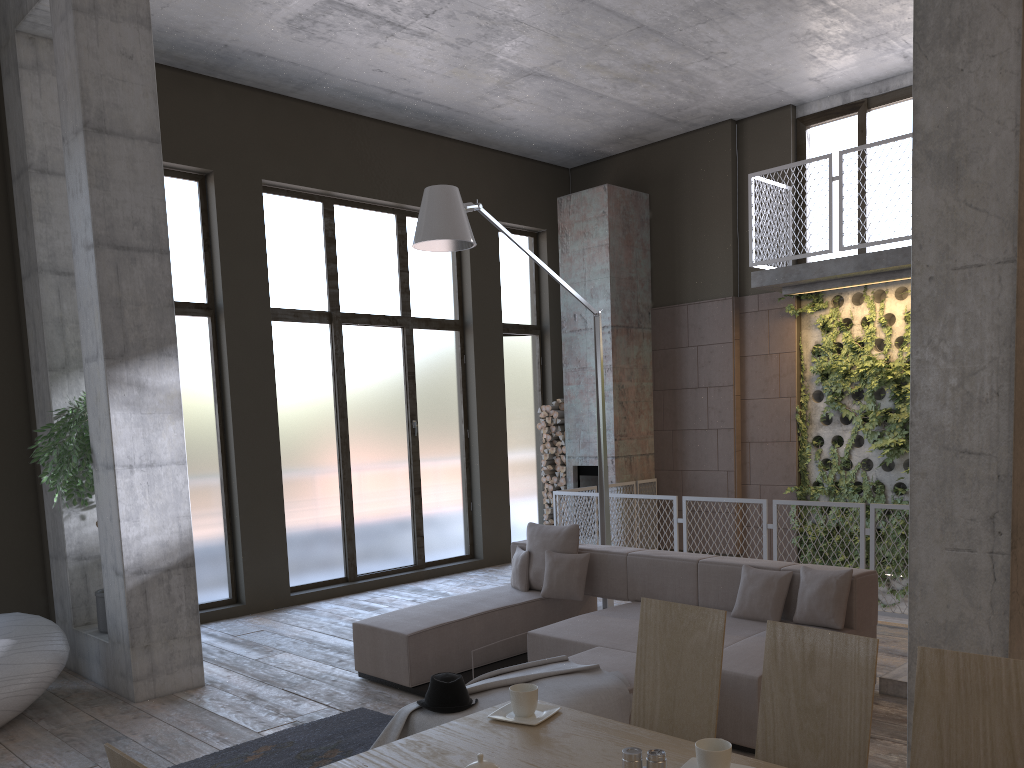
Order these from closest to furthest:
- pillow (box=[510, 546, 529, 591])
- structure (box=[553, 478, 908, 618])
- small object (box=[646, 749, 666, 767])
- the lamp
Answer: small object (box=[646, 749, 666, 767]) → the lamp → pillow (box=[510, 546, 529, 591]) → structure (box=[553, 478, 908, 618])

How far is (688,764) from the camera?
2.2m

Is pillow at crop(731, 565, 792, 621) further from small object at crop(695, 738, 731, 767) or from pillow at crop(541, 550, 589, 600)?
small object at crop(695, 738, 731, 767)

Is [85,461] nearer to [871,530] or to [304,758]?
[304,758]

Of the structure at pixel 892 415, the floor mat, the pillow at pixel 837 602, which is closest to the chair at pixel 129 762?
the floor mat

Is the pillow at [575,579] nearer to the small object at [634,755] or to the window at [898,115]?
the small object at [634,755]

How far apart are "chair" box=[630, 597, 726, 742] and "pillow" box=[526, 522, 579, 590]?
3.7 meters

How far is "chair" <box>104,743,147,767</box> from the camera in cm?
166

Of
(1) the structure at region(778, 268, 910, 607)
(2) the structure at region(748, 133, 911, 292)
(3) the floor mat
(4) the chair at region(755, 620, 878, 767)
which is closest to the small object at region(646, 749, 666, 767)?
(4) the chair at region(755, 620, 878, 767)

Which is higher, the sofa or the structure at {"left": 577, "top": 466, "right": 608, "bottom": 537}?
the structure at {"left": 577, "top": 466, "right": 608, "bottom": 537}
